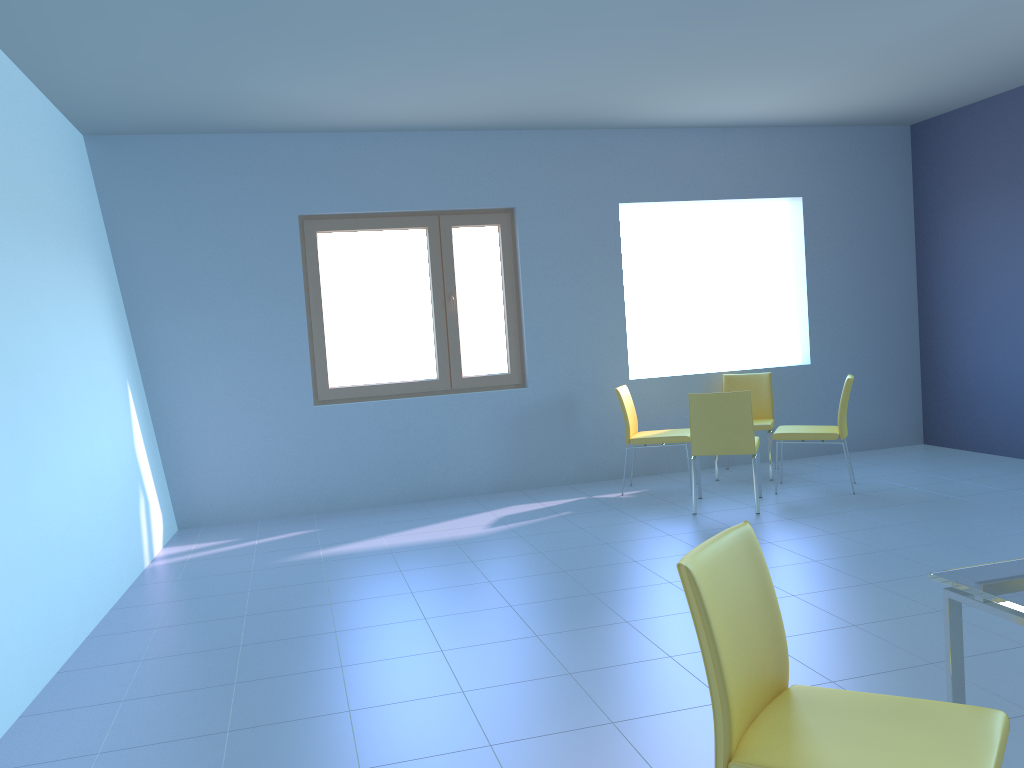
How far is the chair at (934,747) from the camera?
1.5m

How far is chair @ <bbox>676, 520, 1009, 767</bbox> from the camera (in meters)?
1.48

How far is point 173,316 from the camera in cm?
562

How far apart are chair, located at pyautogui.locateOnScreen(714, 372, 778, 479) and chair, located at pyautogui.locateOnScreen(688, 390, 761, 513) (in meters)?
0.62

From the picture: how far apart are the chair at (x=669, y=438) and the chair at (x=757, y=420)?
0.5 meters

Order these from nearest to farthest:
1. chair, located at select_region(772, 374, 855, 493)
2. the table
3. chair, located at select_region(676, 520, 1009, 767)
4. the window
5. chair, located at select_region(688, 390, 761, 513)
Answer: chair, located at select_region(676, 520, 1009, 767) → the table → chair, located at select_region(688, 390, 761, 513) → chair, located at select_region(772, 374, 855, 493) → the window

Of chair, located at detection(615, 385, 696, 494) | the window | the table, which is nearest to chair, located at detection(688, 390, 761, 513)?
chair, located at detection(615, 385, 696, 494)

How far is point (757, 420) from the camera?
6.25m

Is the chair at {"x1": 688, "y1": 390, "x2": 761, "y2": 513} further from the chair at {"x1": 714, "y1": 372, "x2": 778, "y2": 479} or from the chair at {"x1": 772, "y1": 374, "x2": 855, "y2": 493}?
the chair at {"x1": 714, "y1": 372, "x2": 778, "y2": 479}

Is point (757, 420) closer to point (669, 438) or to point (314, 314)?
point (669, 438)
